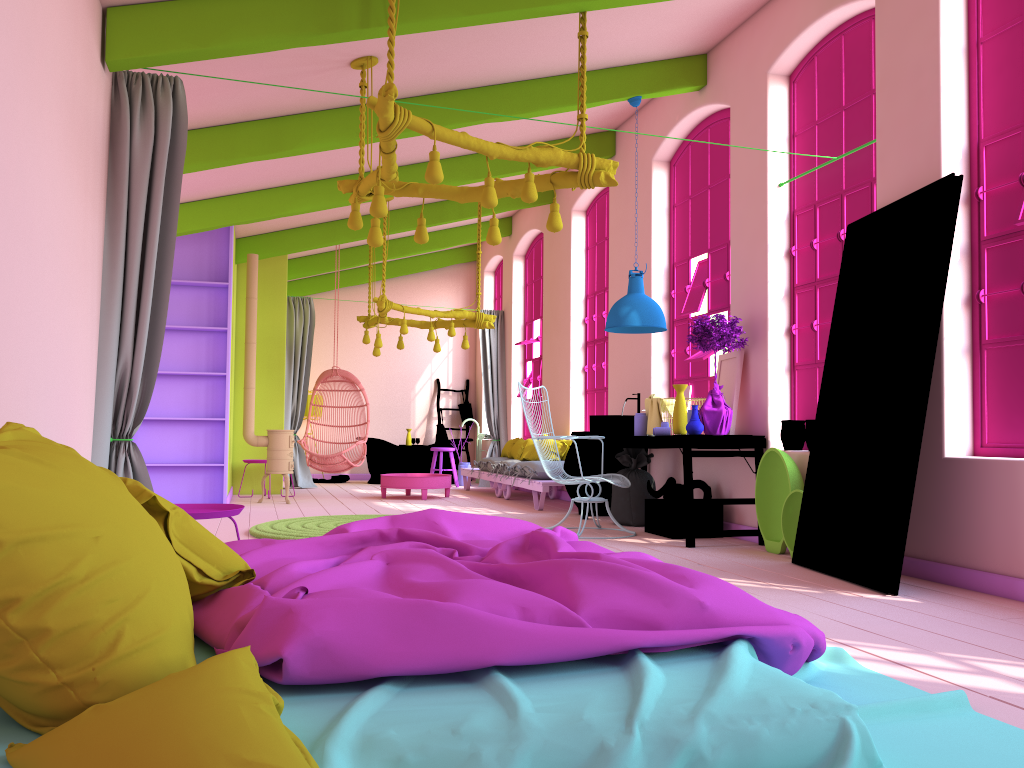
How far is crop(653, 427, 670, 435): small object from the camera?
7.2 meters

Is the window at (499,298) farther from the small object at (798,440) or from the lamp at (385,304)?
the small object at (798,440)

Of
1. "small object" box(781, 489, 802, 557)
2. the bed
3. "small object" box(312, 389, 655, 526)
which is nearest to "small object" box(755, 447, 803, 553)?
"small object" box(781, 489, 802, 557)

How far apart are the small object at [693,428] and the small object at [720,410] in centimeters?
16cm

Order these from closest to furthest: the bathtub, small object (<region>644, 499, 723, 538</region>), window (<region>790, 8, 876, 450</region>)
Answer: window (<region>790, 8, 876, 450</region>), small object (<region>644, 499, 723, 538</region>), the bathtub

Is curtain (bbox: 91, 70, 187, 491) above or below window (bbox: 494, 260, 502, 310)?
below

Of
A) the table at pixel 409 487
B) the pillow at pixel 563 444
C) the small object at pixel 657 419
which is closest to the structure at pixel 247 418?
the table at pixel 409 487

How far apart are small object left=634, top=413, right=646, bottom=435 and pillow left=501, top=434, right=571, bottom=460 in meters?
2.8 m

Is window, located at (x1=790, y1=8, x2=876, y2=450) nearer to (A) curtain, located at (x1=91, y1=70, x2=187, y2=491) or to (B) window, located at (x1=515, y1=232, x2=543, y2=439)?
(A) curtain, located at (x1=91, y1=70, x2=187, y2=491)

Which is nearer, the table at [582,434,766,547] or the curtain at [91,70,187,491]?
the curtain at [91,70,187,491]
